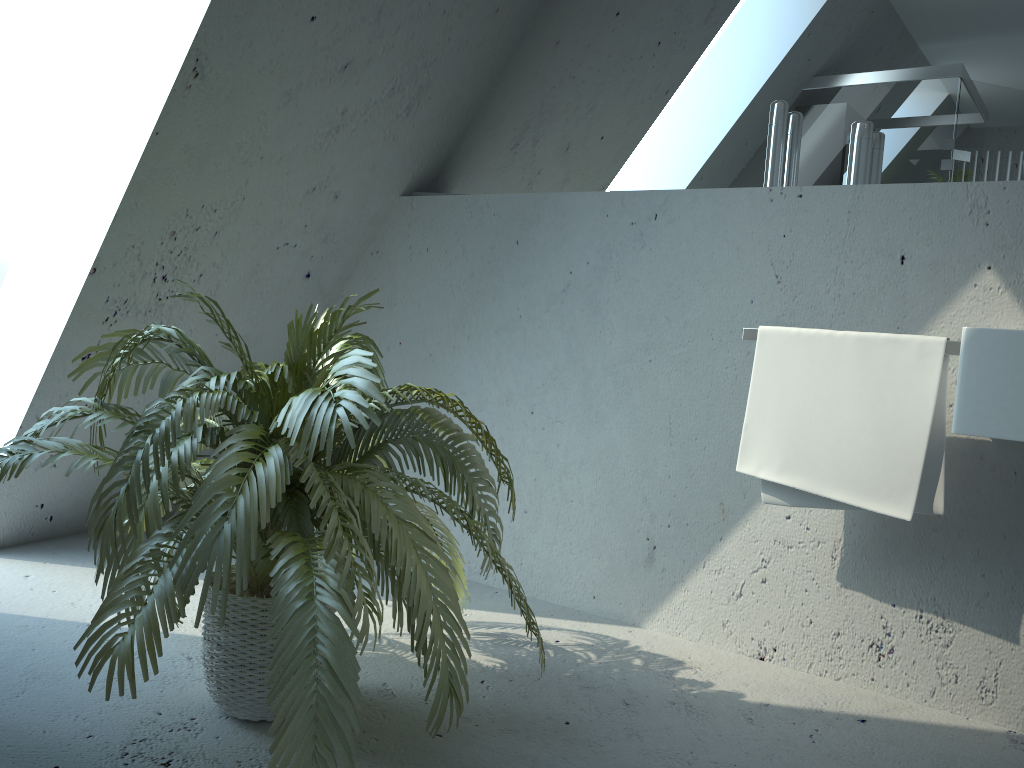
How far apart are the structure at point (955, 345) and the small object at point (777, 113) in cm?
45

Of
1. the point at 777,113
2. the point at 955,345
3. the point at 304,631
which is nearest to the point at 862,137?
the point at 777,113

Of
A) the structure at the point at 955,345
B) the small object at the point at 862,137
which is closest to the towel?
the structure at the point at 955,345

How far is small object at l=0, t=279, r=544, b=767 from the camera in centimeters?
135cm

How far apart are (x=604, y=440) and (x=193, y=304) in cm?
130

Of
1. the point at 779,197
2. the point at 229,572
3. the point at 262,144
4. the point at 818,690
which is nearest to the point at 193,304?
the point at 262,144

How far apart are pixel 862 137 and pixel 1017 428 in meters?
0.9

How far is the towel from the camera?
1.91m

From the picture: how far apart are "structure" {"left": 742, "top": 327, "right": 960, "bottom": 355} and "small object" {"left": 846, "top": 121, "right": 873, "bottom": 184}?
0.47m

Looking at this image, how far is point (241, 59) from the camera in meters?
2.2
